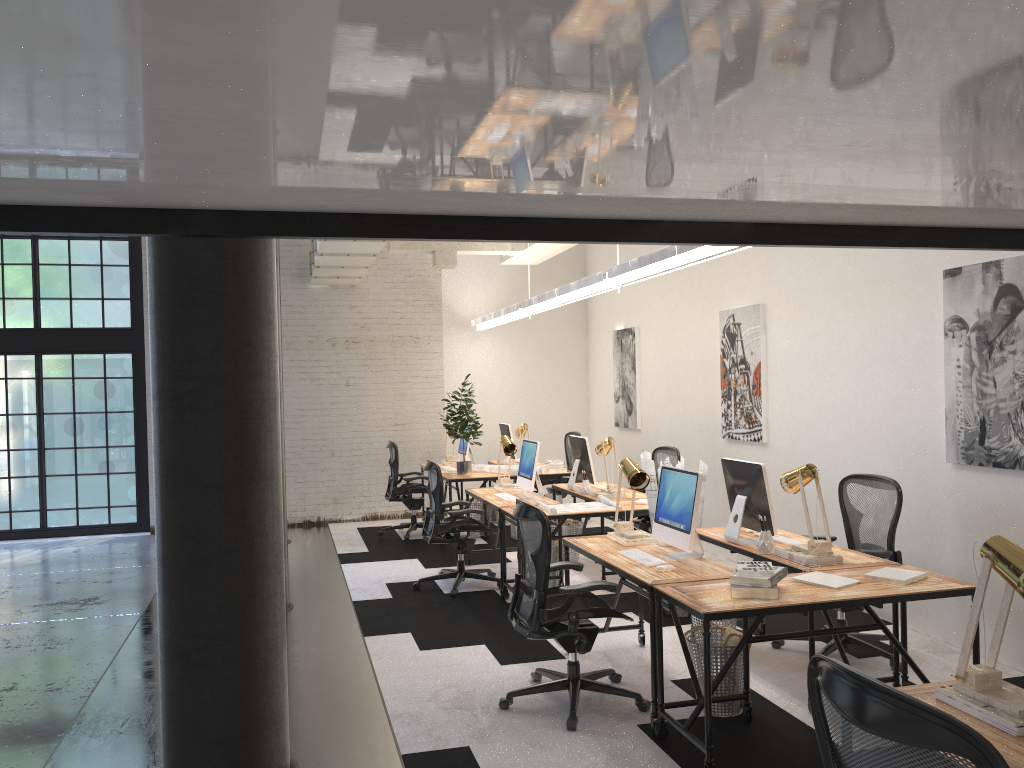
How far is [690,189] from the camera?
2.77m

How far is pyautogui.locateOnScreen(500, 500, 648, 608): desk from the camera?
6.6m

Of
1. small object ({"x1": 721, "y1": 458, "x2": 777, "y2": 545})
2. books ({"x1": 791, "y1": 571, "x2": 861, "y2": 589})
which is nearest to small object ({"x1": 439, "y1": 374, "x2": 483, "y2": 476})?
small object ({"x1": 721, "y1": 458, "x2": 777, "y2": 545})

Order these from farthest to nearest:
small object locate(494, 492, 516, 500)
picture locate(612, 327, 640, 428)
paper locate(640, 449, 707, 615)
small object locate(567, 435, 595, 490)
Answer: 1. picture locate(612, 327, 640, 428)
2. small object locate(567, 435, 595, 490)
3. small object locate(494, 492, 516, 500)
4. paper locate(640, 449, 707, 615)

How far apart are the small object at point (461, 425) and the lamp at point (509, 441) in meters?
1.1

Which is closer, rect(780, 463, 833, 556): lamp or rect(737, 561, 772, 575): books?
rect(737, 561, 772, 575): books

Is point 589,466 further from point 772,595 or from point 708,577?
point 772,595

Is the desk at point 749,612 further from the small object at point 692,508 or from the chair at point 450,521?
the chair at point 450,521

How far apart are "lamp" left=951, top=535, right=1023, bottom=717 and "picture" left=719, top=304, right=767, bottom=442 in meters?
5.0 m

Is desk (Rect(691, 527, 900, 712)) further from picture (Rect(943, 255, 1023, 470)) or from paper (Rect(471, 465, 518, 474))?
paper (Rect(471, 465, 518, 474))
